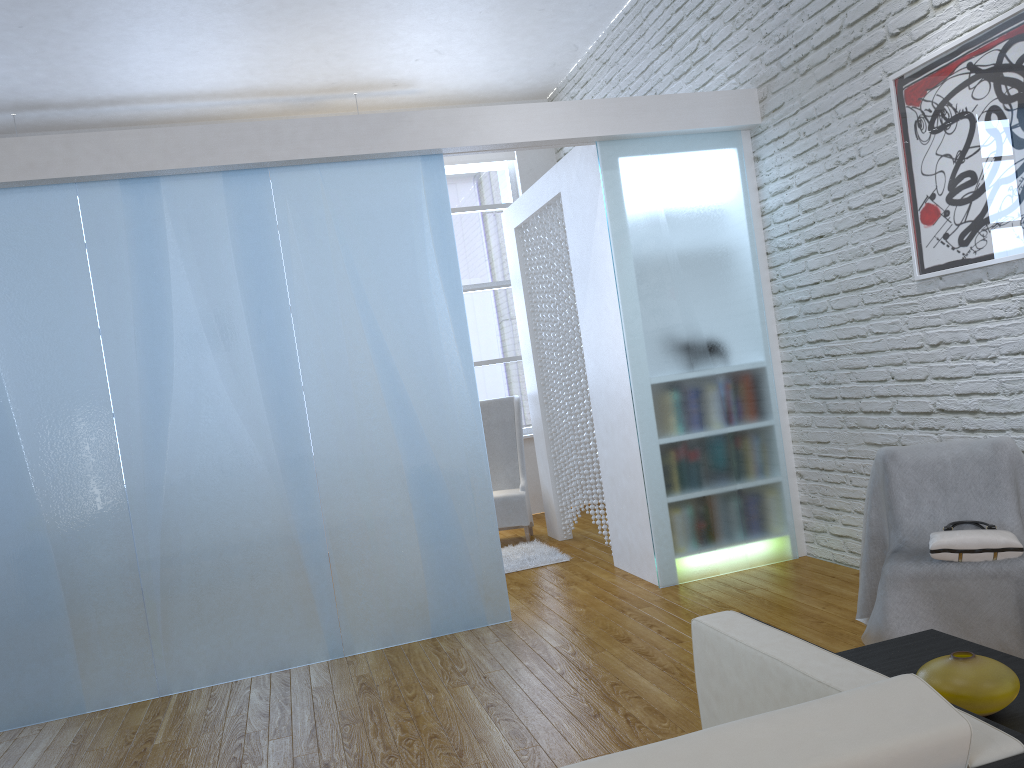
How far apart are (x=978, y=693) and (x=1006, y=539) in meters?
1.3 m

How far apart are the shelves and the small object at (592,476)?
3.3 meters

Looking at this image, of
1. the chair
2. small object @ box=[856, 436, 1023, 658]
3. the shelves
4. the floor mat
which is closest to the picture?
small object @ box=[856, 436, 1023, 658]

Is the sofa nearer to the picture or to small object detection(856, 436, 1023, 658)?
small object detection(856, 436, 1023, 658)

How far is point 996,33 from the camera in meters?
2.9 m

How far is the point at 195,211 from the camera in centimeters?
367cm

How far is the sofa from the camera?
0.9 meters

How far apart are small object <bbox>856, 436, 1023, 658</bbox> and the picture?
0.67m

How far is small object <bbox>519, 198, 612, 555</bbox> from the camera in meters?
5.0 m

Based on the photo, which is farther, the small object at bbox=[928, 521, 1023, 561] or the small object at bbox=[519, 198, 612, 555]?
the small object at bbox=[519, 198, 612, 555]
